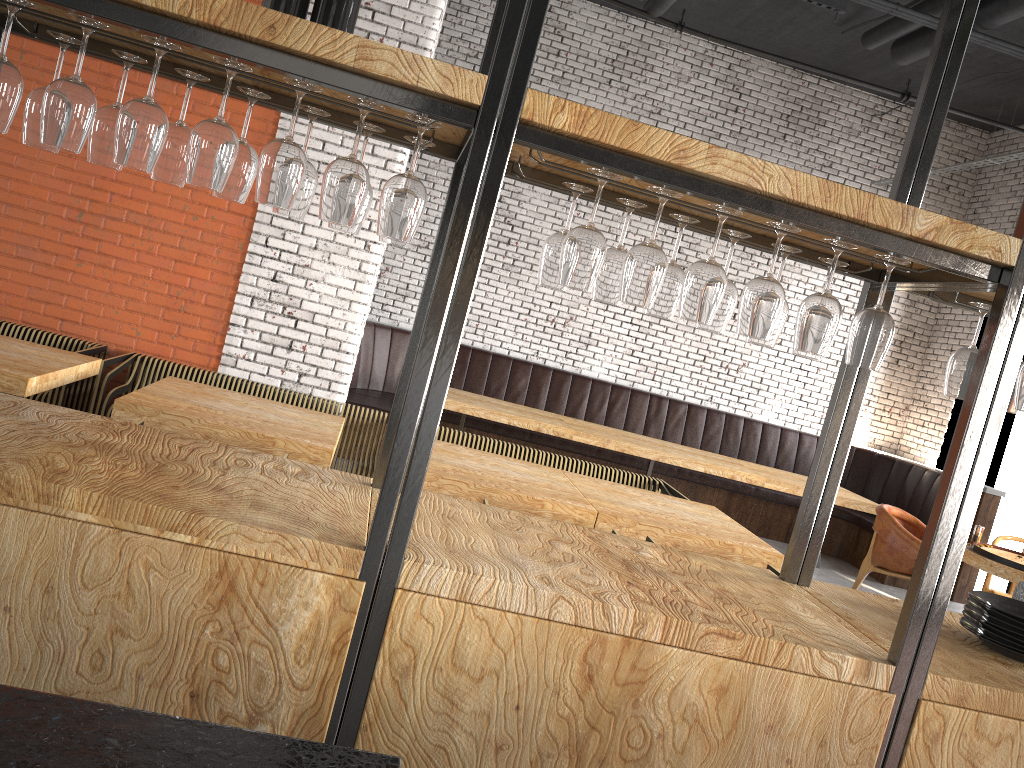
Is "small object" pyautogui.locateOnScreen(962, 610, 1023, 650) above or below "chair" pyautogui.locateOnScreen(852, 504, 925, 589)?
above

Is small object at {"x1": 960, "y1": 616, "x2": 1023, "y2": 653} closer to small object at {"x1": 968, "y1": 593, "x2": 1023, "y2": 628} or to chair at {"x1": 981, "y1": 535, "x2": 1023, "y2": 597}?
small object at {"x1": 968, "y1": 593, "x2": 1023, "y2": 628}

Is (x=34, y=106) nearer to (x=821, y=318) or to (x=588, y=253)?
(x=588, y=253)

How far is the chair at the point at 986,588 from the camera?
6.77m

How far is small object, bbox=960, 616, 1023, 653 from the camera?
2.5m

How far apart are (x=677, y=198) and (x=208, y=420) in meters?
2.7

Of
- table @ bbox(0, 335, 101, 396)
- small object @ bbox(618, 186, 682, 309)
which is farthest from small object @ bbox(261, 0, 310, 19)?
table @ bbox(0, 335, 101, 396)

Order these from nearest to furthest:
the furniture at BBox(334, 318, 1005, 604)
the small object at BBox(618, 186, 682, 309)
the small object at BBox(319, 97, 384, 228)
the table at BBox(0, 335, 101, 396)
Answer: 1. the small object at BBox(319, 97, 384, 228)
2. the small object at BBox(618, 186, 682, 309)
3. the table at BBox(0, 335, 101, 396)
4. the furniture at BBox(334, 318, 1005, 604)

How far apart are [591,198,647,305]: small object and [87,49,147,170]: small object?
1.2 meters

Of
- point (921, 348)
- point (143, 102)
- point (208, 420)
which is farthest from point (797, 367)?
point (143, 102)
